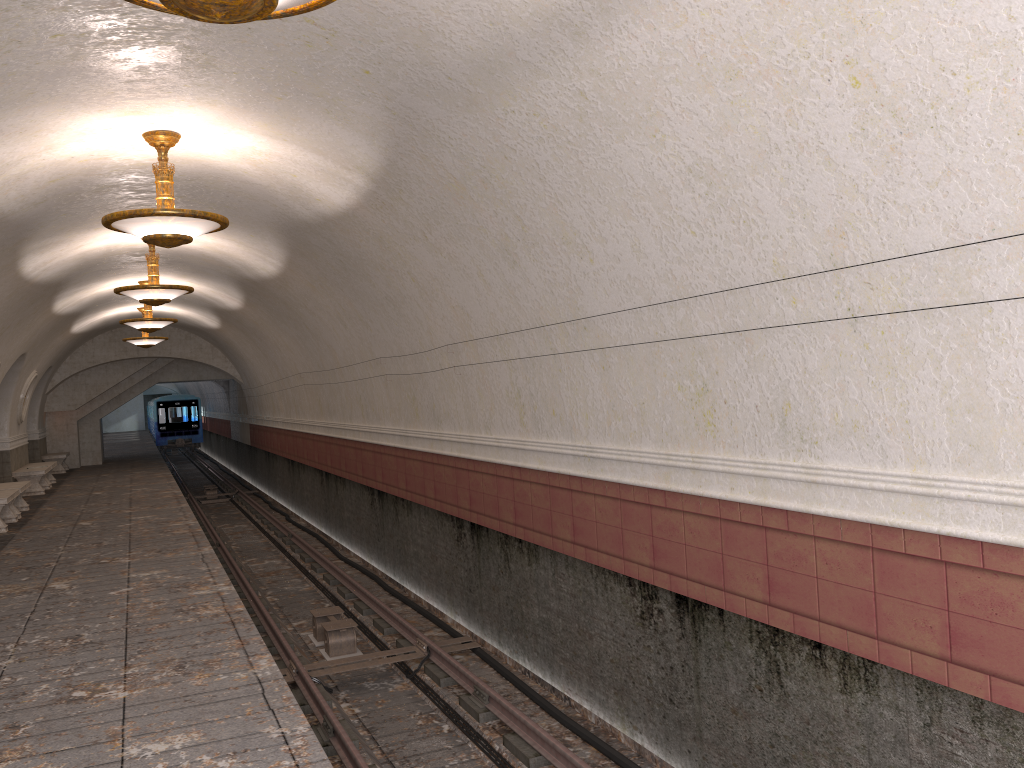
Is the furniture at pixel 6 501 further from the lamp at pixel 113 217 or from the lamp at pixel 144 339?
the lamp at pixel 113 217

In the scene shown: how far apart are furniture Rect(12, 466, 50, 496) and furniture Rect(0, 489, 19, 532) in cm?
465

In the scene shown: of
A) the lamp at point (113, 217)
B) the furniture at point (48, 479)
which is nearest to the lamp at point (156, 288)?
the lamp at point (113, 217)

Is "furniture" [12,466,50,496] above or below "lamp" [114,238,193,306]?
below

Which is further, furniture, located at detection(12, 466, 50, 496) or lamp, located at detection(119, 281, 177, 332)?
furniture, located at detection(12, 466, 50, 496)

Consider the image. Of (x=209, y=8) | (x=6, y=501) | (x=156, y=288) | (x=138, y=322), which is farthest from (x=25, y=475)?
(x=209, y=8)

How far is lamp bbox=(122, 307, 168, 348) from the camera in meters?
20.4

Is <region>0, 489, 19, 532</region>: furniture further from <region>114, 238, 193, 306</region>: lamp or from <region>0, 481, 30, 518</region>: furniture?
<region>114, 238, 193, 306</region>: lamp

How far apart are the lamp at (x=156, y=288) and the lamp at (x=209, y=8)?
8.8 meters

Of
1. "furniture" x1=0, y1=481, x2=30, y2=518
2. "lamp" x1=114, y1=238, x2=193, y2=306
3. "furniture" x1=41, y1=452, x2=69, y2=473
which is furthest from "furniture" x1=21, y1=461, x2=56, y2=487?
"lamp" x1=114, y1=238, x2=193, y2=306
